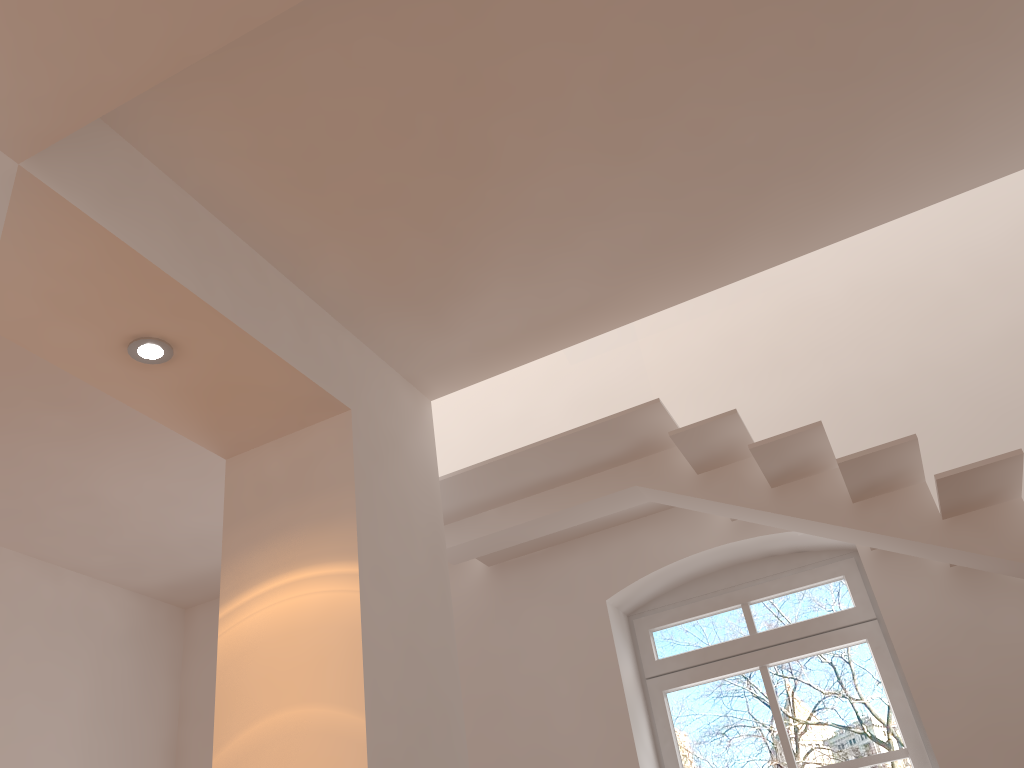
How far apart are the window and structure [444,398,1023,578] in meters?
0.8

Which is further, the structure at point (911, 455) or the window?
the window

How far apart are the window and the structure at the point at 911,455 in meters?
0.8

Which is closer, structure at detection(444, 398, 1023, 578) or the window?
structure at detection(444, 398, 1023, 578)

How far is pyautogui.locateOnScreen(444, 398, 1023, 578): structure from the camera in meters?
3.4 m

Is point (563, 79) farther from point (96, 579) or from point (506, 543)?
point (96, 579)

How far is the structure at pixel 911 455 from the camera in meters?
3.4 m

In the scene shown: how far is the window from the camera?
4.3m

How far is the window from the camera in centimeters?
429cm
